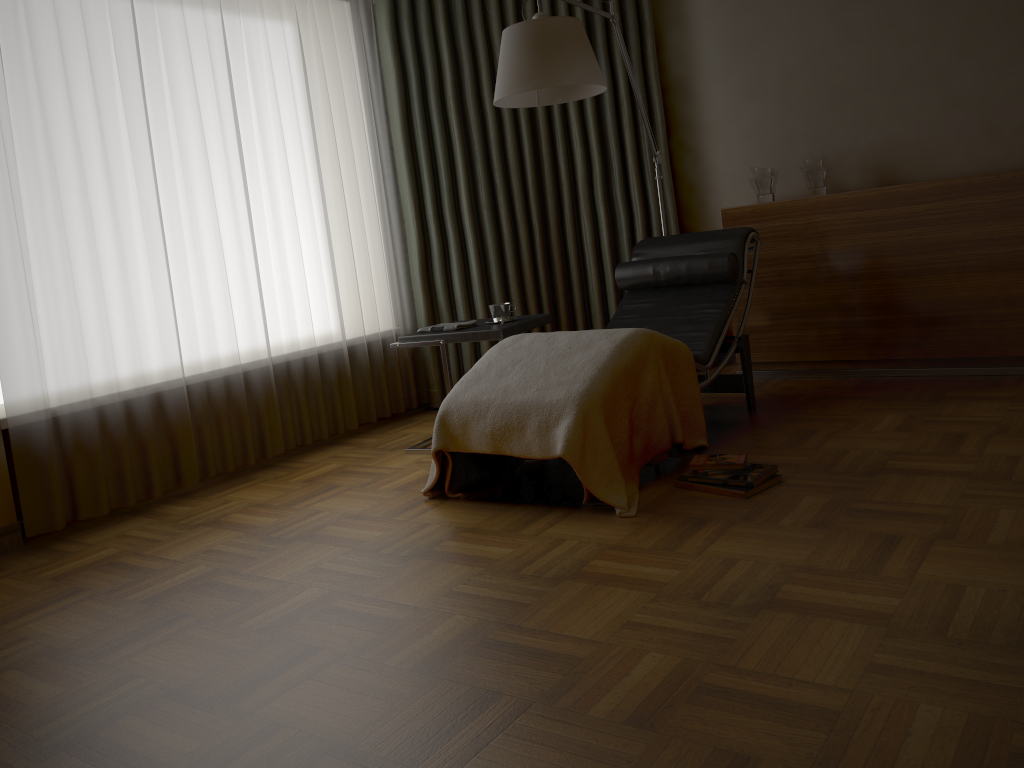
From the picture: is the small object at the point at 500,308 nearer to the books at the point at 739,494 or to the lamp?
the lamp

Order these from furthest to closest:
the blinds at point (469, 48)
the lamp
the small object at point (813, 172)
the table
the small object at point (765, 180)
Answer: the blinds at point (469, 48) < the small object at point (765, 180) < the small object at point (813, 172) < the table < the lamp

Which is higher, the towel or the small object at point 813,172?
the small object at point 813,172

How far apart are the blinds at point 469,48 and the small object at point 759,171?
0.5 meters

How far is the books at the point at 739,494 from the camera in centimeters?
276cm

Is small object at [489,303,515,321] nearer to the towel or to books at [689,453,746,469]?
the towel

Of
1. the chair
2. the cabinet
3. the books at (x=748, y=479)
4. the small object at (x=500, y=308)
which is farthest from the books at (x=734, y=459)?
the cabinet

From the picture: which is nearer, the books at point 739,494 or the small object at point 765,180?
the books at point 739,494

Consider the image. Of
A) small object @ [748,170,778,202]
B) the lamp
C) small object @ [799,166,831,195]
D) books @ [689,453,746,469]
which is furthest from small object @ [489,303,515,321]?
small object @ [799,166,831,195]

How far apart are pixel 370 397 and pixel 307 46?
1.7m
